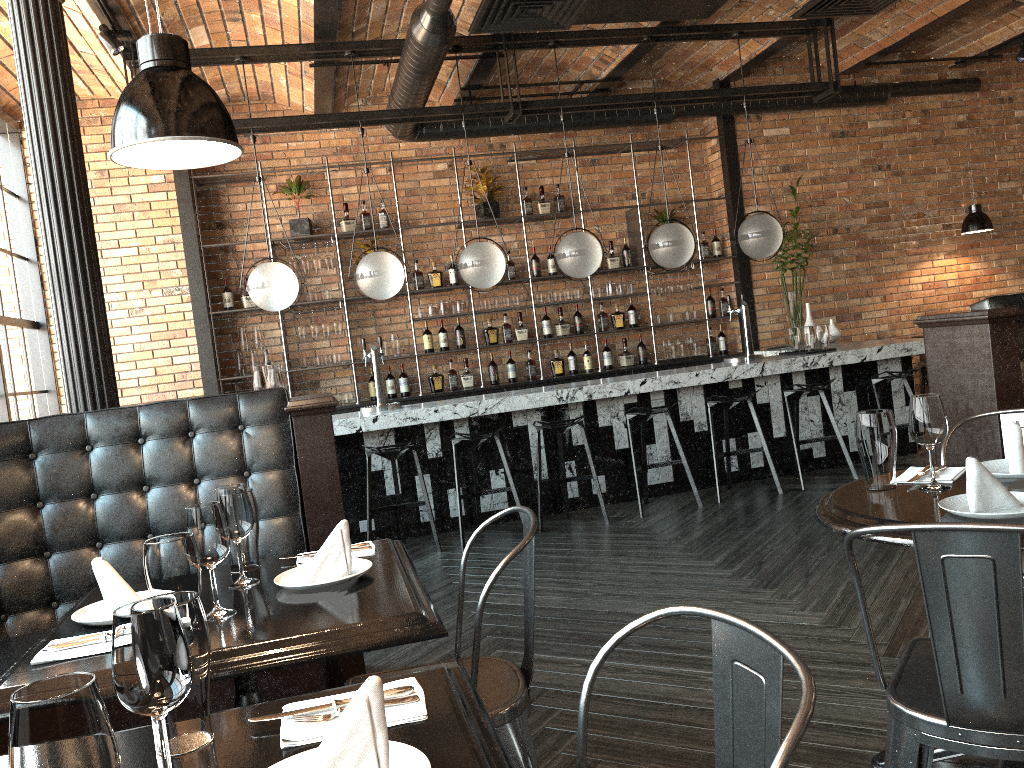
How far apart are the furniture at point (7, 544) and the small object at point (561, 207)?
5.31m

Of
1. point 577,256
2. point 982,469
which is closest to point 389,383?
point 577,256

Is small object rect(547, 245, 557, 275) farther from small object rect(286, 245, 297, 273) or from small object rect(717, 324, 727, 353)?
small object rect(286, 245, 297, 273)

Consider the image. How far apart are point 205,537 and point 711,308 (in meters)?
7.35

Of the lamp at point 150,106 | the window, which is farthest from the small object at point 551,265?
the lamp at point 150,106

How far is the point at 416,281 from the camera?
8.03m

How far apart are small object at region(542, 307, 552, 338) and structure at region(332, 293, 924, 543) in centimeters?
186cm

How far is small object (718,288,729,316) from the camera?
8.69m

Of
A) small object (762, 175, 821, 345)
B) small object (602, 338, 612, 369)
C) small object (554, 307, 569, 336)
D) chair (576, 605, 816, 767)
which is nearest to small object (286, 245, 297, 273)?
small object (554, 307, 569, 336)

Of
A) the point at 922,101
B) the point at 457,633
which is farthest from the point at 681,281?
the point at 457,633
